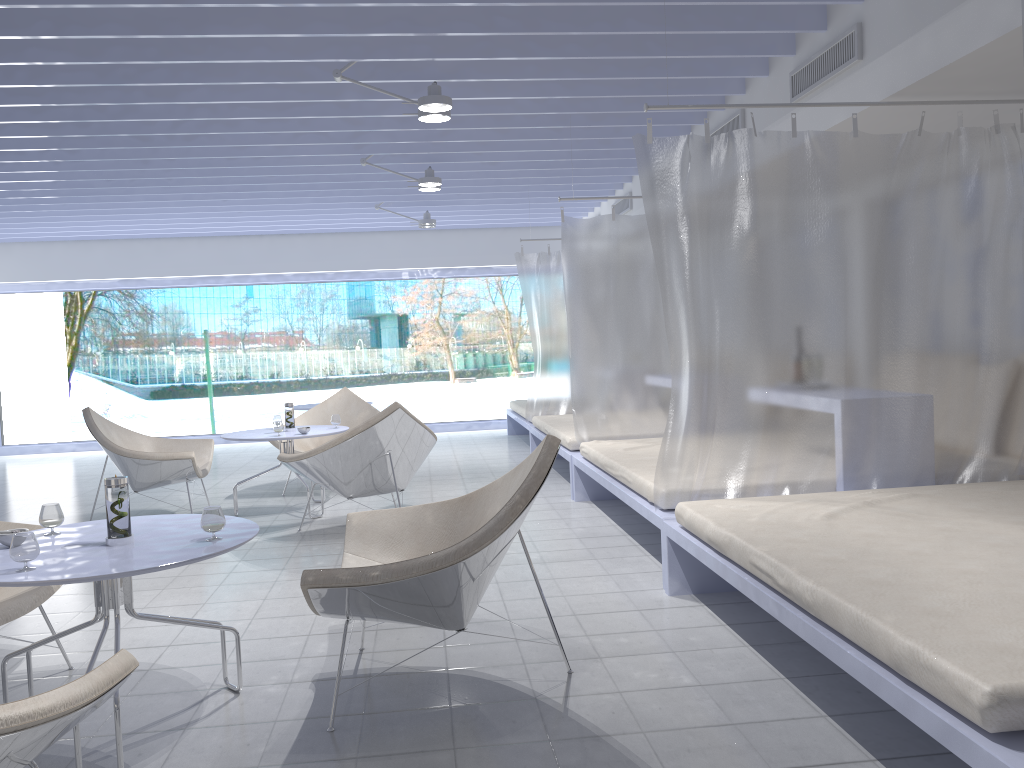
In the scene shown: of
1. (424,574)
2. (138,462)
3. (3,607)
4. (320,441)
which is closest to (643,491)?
(424,574)

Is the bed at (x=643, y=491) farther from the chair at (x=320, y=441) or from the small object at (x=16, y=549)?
the small object at (x=16, y=549)

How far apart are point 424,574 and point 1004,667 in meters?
1.3 m

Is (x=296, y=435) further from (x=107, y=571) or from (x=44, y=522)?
(x=107, y=571)

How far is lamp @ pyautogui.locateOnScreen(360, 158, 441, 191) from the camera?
6.42m

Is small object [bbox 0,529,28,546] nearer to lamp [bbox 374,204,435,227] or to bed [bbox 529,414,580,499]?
bed [bbox 529,414,580,499]

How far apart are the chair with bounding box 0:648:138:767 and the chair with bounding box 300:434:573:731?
0.6m

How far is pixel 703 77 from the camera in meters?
4.9

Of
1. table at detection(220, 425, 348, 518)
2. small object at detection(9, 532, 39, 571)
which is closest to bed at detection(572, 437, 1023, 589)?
table at detection(220, 425, 348, 518)

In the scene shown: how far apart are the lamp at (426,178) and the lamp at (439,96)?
1.72m
